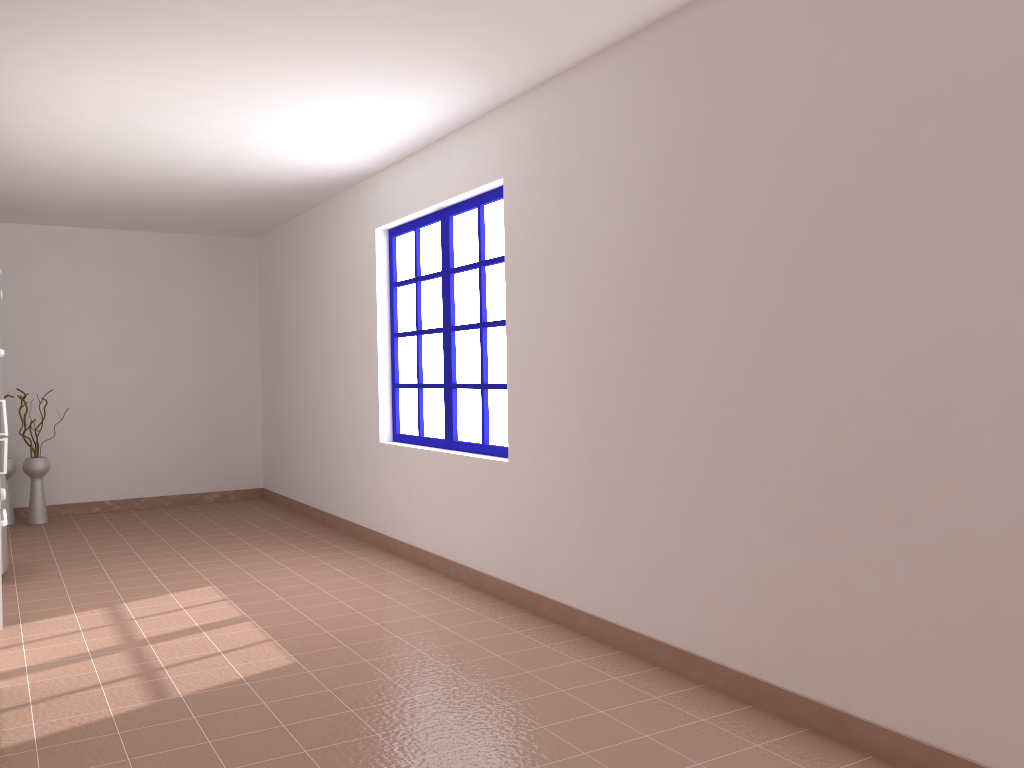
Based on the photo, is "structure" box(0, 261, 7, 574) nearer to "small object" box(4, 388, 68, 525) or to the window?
"small object" box(4, 388, 68, 525)

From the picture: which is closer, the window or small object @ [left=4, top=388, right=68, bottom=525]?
the window

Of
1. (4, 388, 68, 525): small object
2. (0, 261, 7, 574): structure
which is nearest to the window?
(0, 261, 7, 574): structure

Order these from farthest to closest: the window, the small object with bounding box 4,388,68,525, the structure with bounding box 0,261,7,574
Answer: the small object with bounding box 4,388,68,525
the structure with bounding box 0,261,7,574
the window

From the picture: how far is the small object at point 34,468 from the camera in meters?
7.2

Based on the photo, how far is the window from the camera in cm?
488

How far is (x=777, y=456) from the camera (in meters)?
2.94

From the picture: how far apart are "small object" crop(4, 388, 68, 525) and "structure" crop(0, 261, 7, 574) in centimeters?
210cm

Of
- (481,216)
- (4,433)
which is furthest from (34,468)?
(481,216)

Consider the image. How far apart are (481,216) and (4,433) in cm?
301
